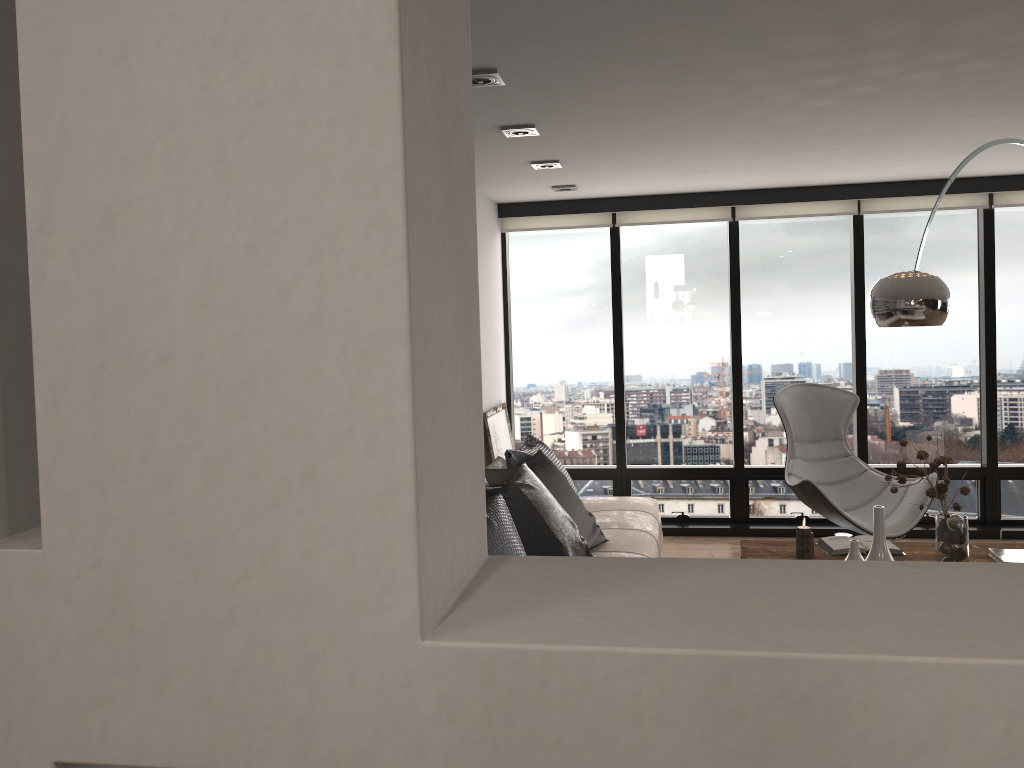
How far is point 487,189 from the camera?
5.8m

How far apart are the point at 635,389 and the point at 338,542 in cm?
570

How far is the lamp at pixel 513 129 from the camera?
3.9m

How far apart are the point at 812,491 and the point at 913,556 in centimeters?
97cm

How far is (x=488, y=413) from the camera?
5.9m

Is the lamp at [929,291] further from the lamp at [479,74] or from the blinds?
the blinds

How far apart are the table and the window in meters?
2.0 m

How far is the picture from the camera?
5.9 meters

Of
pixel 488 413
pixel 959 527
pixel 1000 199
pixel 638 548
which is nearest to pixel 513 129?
pixel 638 548

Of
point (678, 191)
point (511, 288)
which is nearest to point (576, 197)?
point (678, 191)
